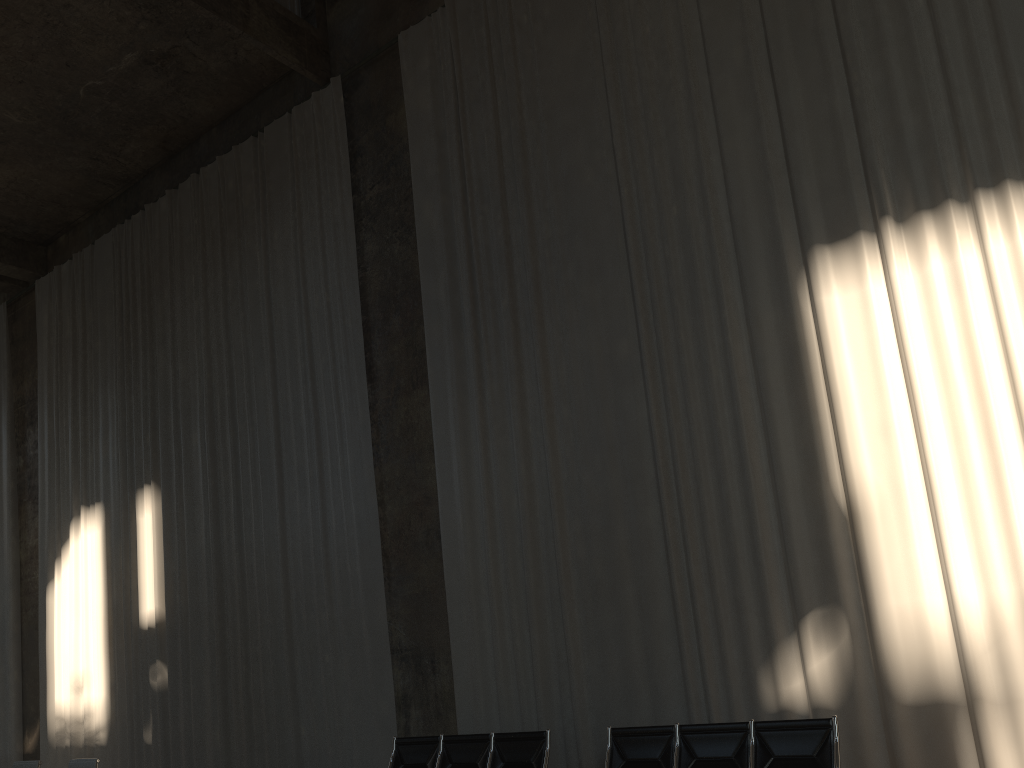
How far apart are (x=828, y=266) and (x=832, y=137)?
1.12m

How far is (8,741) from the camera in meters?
14.1

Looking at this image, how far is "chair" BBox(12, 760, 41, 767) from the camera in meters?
7.3 m

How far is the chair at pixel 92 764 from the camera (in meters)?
6.72

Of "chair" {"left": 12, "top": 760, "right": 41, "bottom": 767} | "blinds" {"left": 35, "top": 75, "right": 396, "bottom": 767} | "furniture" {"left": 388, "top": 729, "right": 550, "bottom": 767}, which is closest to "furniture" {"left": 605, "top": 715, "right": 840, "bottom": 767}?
"furniture" {"left": 388, "top": 729, "right": 550, "bottom": 767}

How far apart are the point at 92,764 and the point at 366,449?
4.2m

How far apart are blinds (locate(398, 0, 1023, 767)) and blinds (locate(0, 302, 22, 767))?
9.52m

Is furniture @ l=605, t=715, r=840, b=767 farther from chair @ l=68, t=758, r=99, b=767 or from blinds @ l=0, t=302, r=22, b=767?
blinds @ l=0, t=302, r=22, b=767

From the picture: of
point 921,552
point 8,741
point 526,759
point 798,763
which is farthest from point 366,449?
point 8,741

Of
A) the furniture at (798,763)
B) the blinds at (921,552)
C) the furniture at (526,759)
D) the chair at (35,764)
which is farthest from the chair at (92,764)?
the furniture at (798,763)
